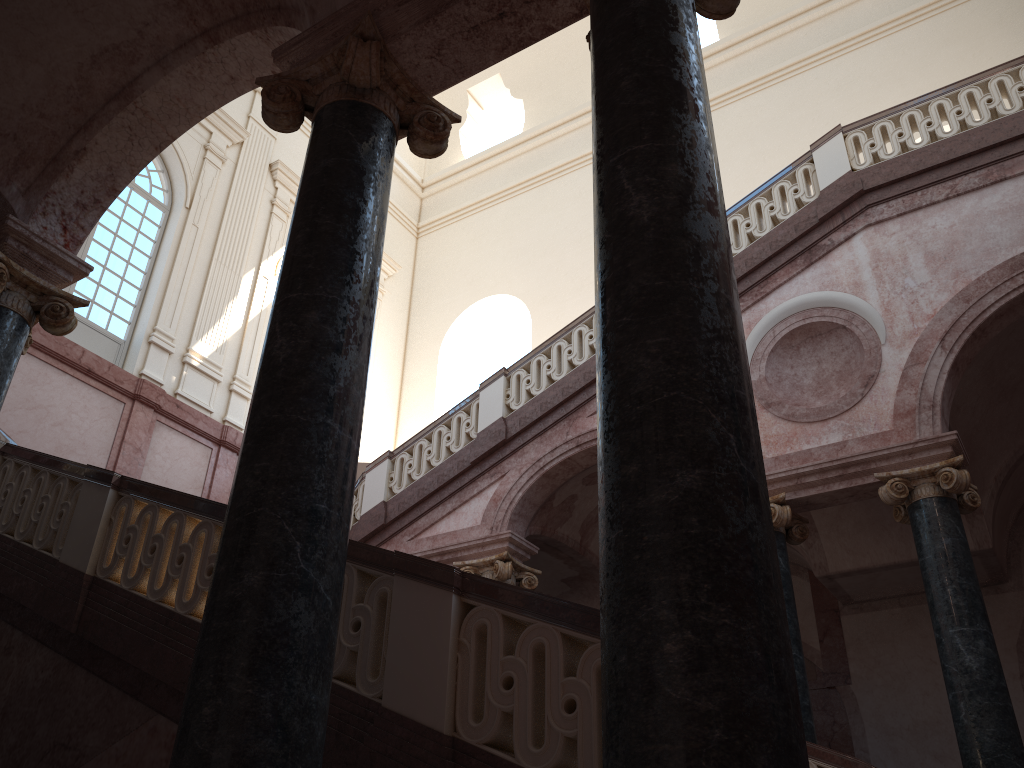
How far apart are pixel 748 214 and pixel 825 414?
2.8 meters
